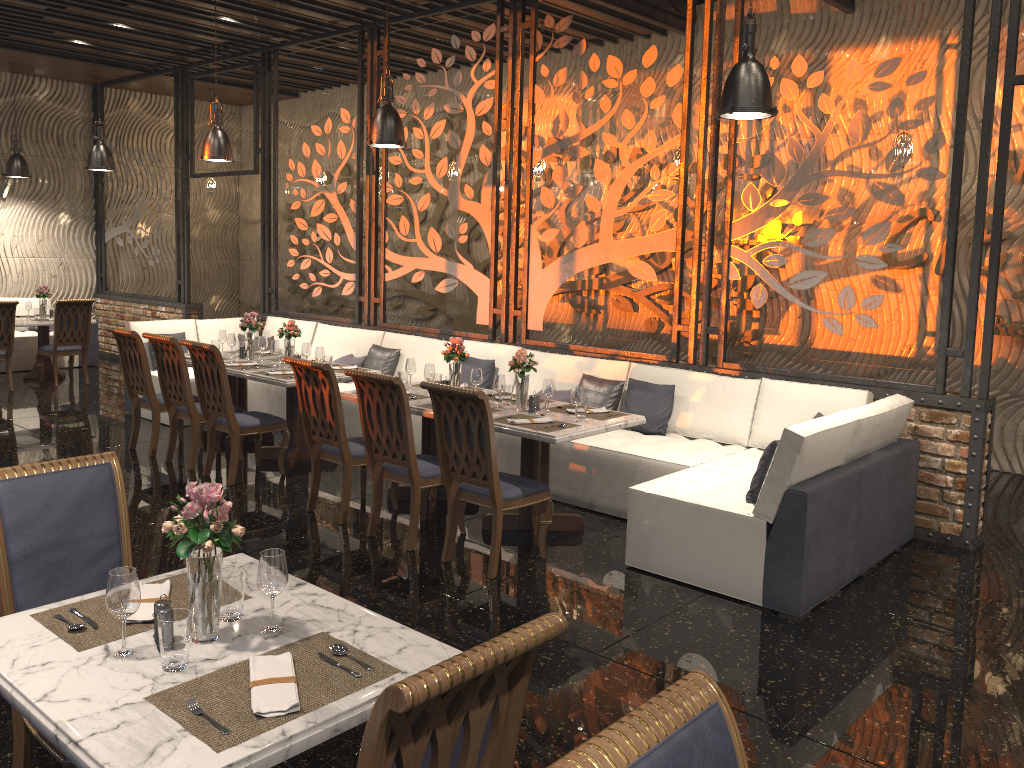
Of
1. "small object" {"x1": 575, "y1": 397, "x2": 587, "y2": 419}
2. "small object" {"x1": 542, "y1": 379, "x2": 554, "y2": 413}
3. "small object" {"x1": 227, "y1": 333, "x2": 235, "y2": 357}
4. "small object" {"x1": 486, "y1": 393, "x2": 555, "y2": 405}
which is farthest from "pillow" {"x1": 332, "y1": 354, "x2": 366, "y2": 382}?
"small object" {"x1": 575, "y1": 397, "x2": 587, "y2": 419}

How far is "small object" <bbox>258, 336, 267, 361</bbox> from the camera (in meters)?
7.65

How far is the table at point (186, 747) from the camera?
1.8 meters

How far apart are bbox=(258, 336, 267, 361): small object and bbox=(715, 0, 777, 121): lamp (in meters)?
4.42

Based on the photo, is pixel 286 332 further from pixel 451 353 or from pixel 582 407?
pixel 582 407

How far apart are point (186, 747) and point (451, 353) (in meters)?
4.31

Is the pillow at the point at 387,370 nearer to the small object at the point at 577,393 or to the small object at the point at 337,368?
the small object at the point at 337,368

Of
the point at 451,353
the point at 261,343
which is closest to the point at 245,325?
the point at 261,343

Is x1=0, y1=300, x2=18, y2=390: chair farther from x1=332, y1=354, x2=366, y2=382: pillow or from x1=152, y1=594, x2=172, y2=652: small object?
x1=152, y1=594, x2=172, y2=652: small object

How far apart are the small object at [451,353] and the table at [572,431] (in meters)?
0.33
